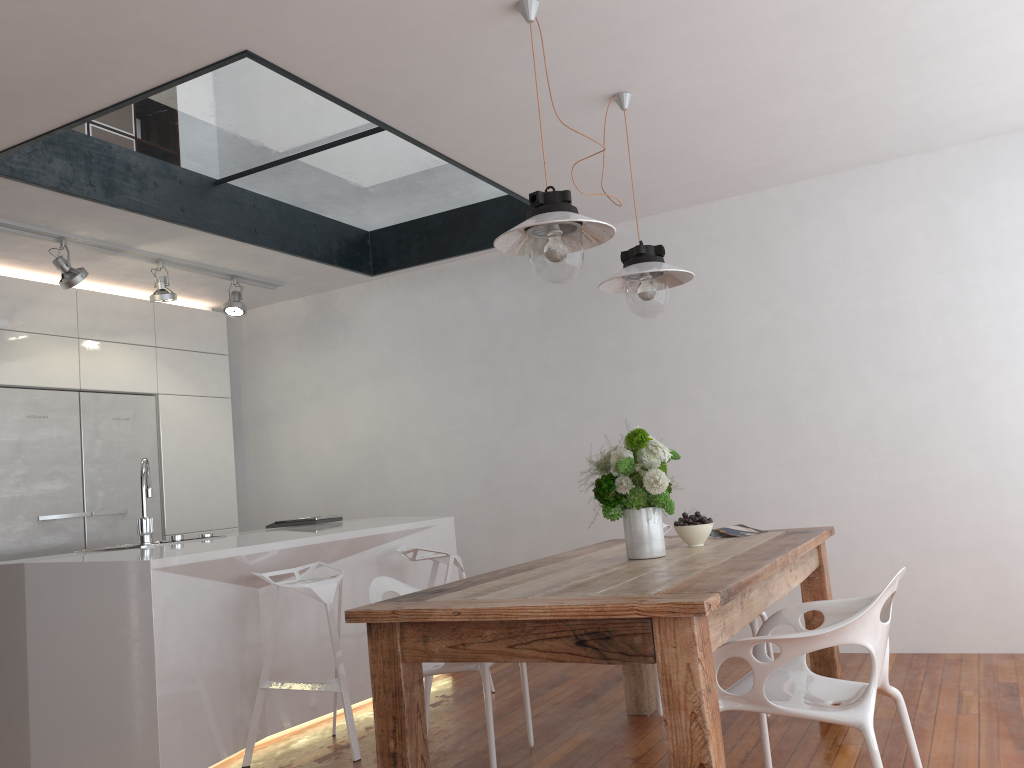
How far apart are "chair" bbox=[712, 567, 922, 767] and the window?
2.9 meters

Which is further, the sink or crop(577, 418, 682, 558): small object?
the sink

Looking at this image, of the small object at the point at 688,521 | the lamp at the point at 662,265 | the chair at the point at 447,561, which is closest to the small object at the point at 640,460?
the small object at the point at 688,521

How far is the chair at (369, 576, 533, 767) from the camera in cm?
307

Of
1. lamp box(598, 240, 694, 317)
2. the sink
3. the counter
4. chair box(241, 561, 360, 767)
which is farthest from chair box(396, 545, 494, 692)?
lamp box(598, 240, 694, 317)

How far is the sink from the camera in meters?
3.9 m

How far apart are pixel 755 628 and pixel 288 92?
3.0m

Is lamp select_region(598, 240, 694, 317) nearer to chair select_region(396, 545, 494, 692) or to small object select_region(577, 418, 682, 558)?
small object select_region(577, 418, 682, 558)

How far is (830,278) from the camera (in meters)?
4.71

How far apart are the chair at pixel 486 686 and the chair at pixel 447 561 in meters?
0.7 m
